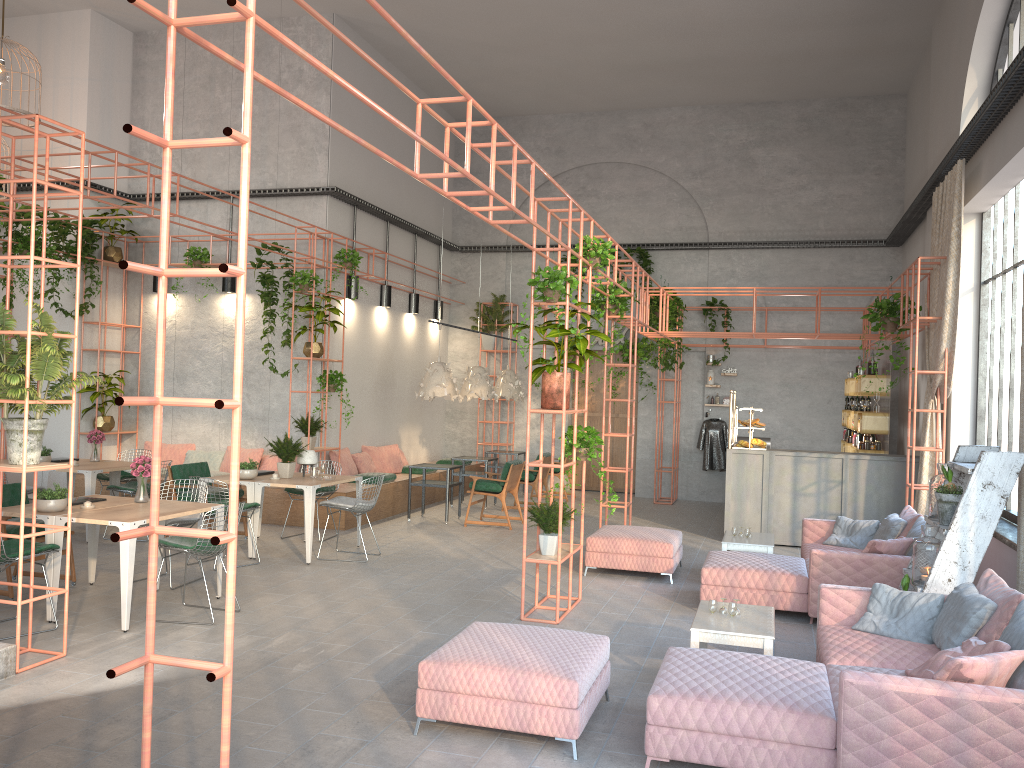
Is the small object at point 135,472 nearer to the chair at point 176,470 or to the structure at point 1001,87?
the chair at point 176,470

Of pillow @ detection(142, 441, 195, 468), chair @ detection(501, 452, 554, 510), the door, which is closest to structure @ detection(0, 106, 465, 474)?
pillow @ detection(142, 441, 195, 468)

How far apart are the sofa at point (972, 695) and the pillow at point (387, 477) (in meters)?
8.04

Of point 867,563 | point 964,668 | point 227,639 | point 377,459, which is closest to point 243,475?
point 377,459

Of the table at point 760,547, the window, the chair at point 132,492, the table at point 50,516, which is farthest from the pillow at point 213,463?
the window

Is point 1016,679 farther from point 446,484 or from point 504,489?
point 446,484

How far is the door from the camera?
17.2m

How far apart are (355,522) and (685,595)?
5.1m

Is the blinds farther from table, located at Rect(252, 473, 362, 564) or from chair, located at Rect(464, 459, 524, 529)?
table, located at Rect(252, 473, 362, 564)

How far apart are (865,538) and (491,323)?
9.2m
